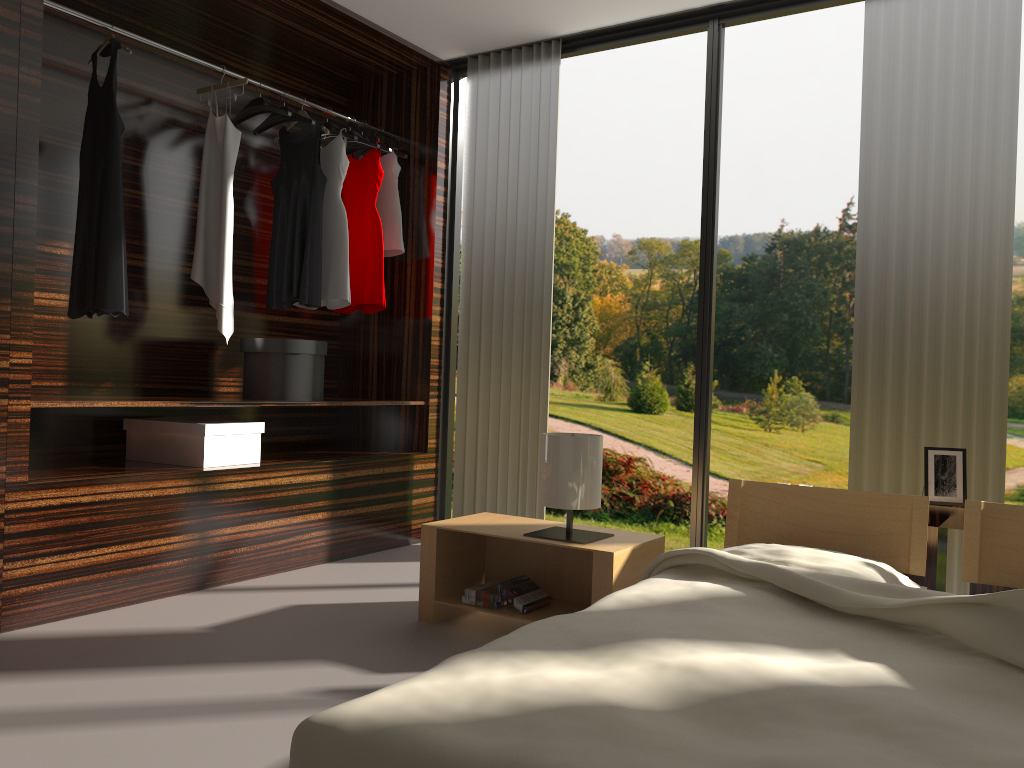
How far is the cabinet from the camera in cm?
250

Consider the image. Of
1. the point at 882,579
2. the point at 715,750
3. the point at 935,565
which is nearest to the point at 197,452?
the point at 882,579

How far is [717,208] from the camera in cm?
376

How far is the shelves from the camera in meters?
2.8

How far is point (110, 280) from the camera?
3.2m

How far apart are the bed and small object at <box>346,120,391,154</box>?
2.7m

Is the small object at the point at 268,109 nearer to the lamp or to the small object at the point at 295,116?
the small object at the point at 295,116

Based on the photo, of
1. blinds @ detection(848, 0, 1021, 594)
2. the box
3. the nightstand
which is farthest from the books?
blinds @ detection(848, 0, 1021, 594)

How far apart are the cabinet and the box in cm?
245

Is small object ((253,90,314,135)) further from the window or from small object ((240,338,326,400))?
small object ((240,338,326,400))
